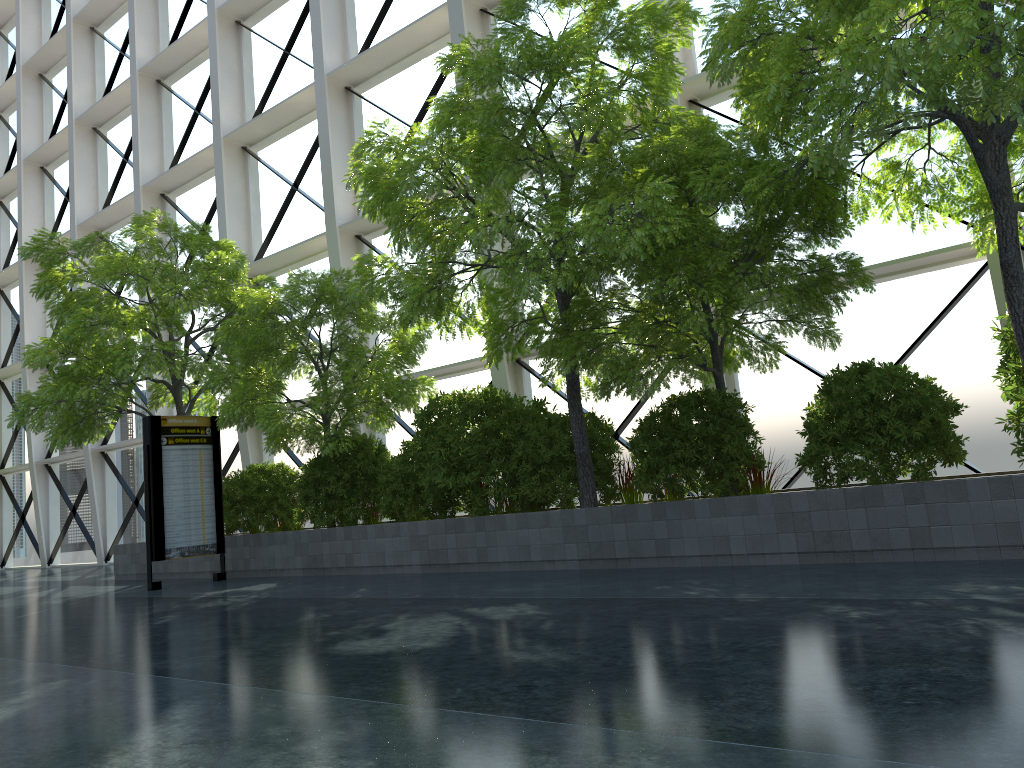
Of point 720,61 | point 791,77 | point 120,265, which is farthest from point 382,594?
point 720,61
